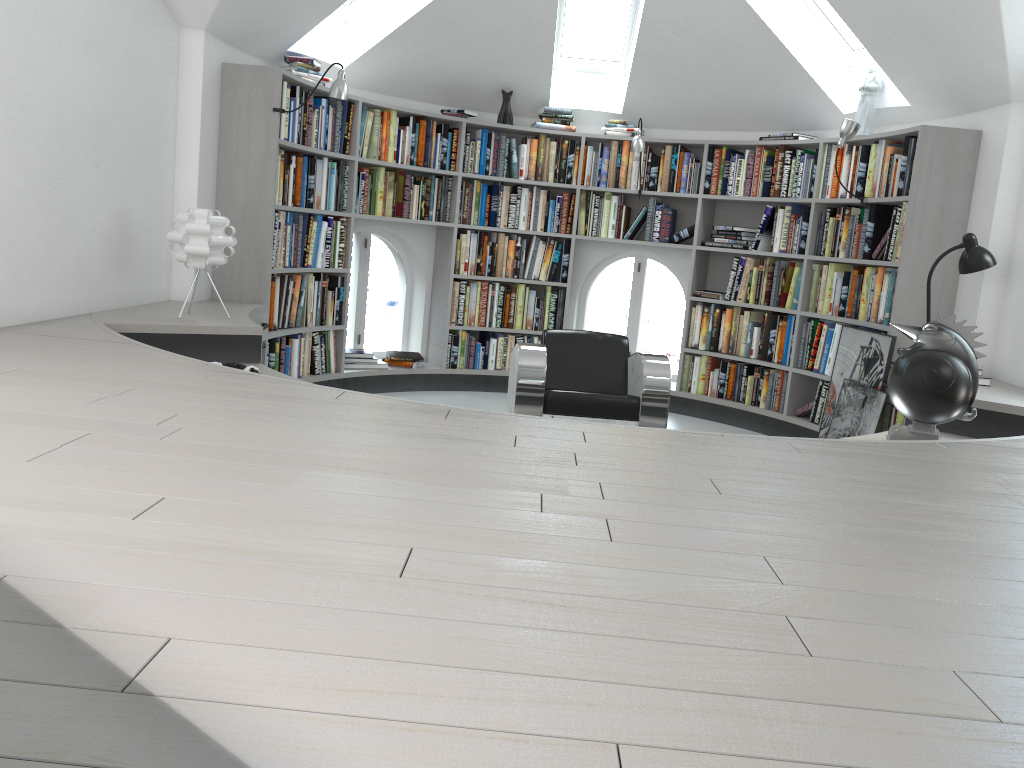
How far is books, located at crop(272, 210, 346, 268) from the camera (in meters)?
5.37

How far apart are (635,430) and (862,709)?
1.5 meters

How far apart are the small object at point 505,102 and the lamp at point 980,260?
3.4m

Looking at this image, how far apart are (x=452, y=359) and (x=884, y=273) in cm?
313

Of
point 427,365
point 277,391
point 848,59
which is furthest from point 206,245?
point 848,59

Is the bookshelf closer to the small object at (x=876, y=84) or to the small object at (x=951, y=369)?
the small object at (x=876, y=84)

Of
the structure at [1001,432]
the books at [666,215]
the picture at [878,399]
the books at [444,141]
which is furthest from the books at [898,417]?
the books at [444,141]

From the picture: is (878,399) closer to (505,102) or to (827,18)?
(827,18)

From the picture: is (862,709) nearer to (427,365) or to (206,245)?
(206,245)

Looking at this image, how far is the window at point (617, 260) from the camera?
7.3 meters
